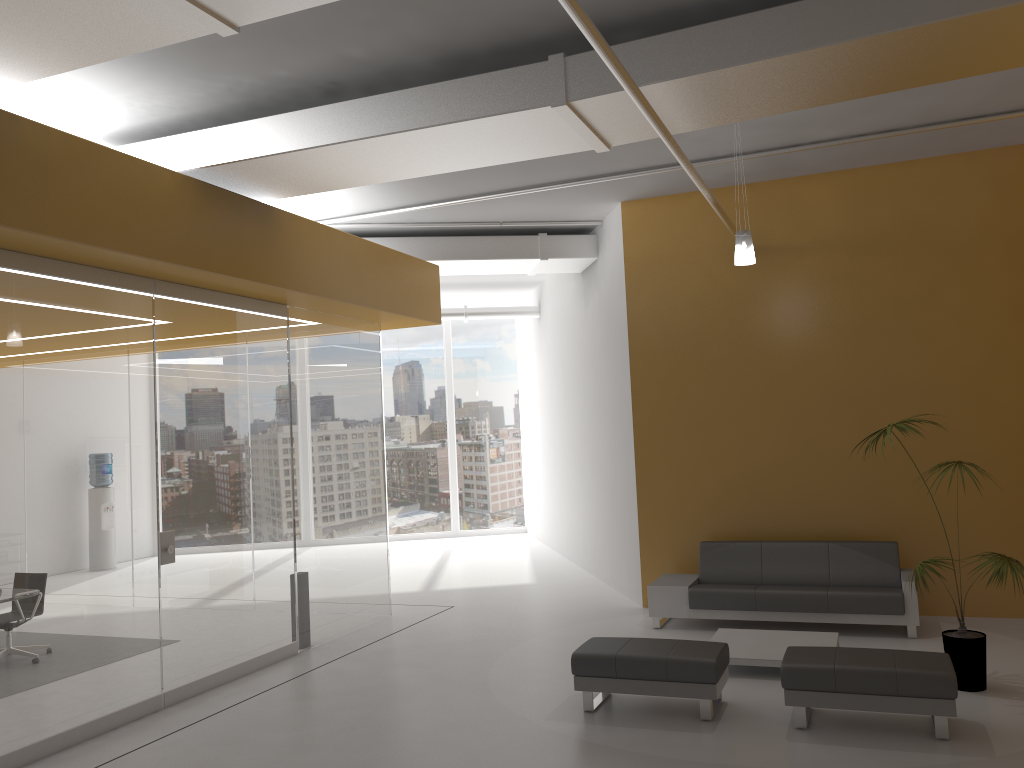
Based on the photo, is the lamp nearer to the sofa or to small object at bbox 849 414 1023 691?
small object at bbox 849 414 1023 691

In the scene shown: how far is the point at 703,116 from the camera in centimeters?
599cm

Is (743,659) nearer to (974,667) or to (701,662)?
(701,662)

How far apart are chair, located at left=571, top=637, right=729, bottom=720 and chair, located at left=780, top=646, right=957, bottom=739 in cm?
43

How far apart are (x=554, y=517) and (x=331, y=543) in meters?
6.3

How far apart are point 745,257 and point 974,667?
3.5m

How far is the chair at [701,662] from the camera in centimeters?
584cm

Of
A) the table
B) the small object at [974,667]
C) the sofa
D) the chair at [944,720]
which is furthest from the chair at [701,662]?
the sofa

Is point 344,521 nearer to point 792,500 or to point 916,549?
point 792,500

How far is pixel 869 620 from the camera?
7.9m
